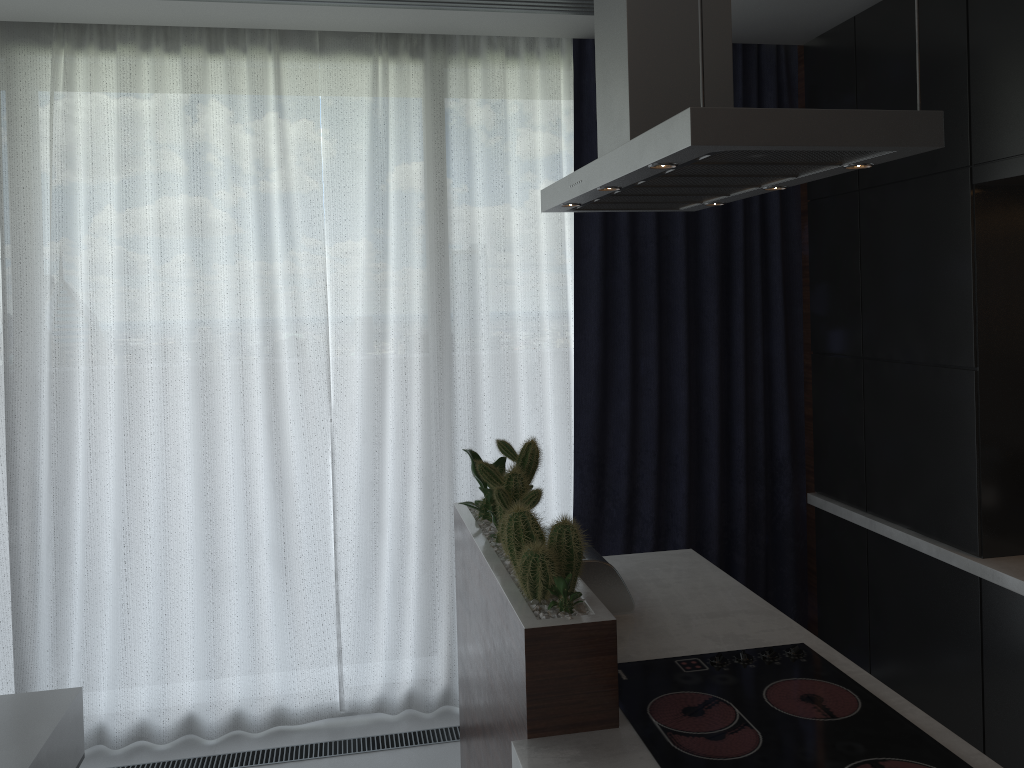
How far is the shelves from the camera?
2.2 meters

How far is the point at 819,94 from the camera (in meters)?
3.34

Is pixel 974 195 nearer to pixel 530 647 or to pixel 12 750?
pixel 530 647

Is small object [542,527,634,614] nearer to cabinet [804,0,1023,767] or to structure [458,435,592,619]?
structure [458,435,592,619]

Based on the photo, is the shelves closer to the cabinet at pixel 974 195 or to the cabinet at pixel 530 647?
the cabinet at pixel 530 647

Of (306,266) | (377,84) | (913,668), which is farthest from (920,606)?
(377,84)

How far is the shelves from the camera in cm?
221

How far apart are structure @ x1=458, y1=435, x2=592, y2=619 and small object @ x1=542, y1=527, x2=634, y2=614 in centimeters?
23cm

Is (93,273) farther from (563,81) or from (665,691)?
(665,691)

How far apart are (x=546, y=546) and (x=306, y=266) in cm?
184
